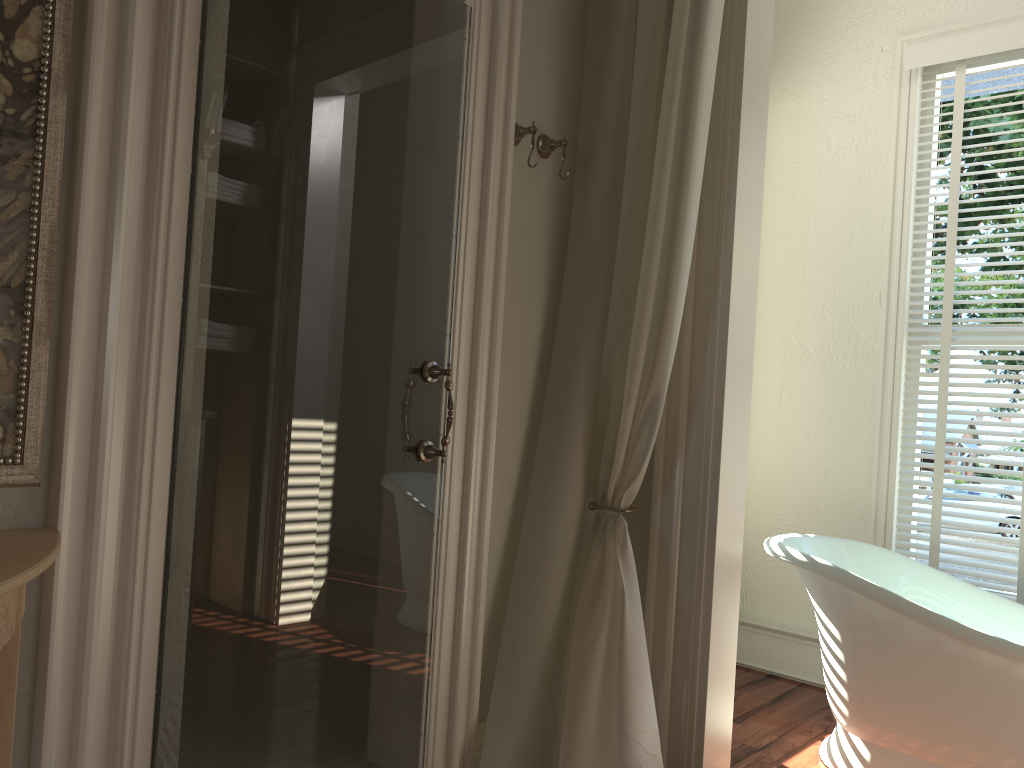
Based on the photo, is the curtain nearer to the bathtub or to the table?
the bathtub

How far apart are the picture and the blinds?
2.9m

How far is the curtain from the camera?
2.2 meters

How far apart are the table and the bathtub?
2.07m

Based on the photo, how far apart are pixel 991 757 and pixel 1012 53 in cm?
238

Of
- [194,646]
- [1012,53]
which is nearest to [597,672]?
[194,646]

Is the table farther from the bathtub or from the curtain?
the bathtub

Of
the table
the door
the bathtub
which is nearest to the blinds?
the bathtub

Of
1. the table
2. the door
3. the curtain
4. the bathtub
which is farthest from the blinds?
the table

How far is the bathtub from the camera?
2.34m
